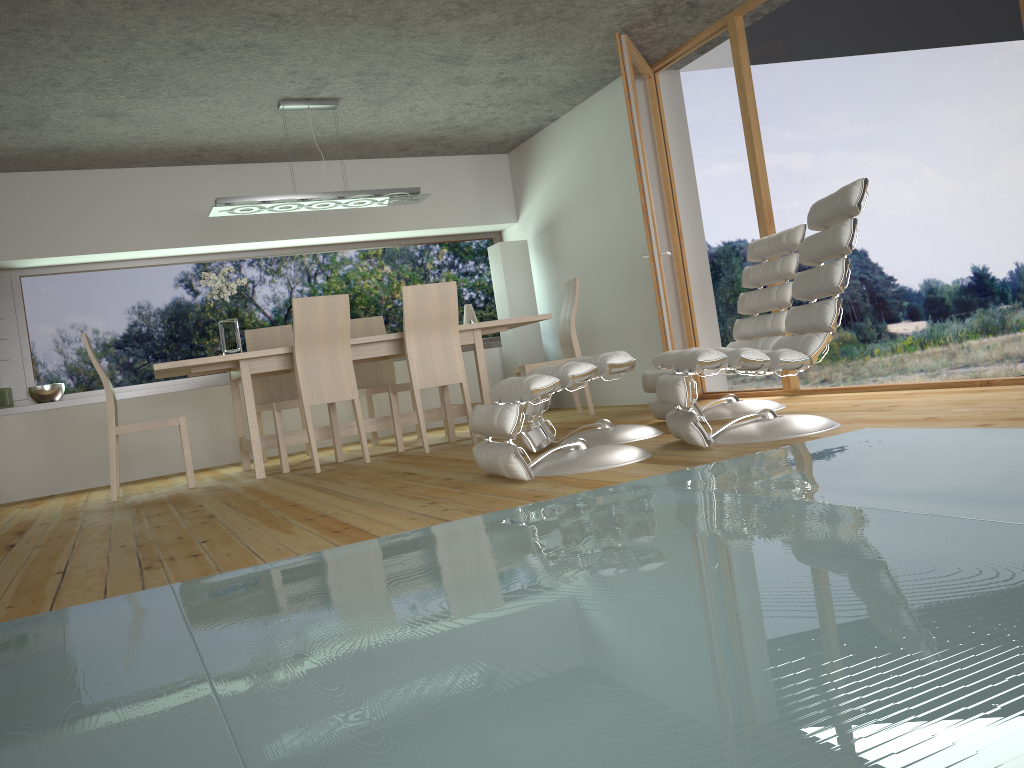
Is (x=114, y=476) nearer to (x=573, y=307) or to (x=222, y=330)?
(x=222, y=330)

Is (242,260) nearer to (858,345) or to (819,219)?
(858,345)

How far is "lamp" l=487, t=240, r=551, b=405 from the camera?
7.8m

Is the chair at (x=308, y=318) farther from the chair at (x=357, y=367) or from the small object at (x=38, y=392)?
the small object at (x=38, y=392)

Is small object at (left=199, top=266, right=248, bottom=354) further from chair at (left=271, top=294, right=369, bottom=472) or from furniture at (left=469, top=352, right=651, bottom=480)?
furniture at (left=469, top=352, right=651, bottom=480)

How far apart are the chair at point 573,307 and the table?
0.4m

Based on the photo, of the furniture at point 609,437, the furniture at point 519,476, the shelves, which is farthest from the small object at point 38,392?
the furniture at point 519,476

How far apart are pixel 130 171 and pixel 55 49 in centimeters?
244cm

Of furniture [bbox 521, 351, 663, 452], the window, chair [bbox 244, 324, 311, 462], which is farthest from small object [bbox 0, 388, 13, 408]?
furniture [bbox 521, 351, 663, 452]

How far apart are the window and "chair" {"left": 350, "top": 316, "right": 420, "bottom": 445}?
0.9 meters
